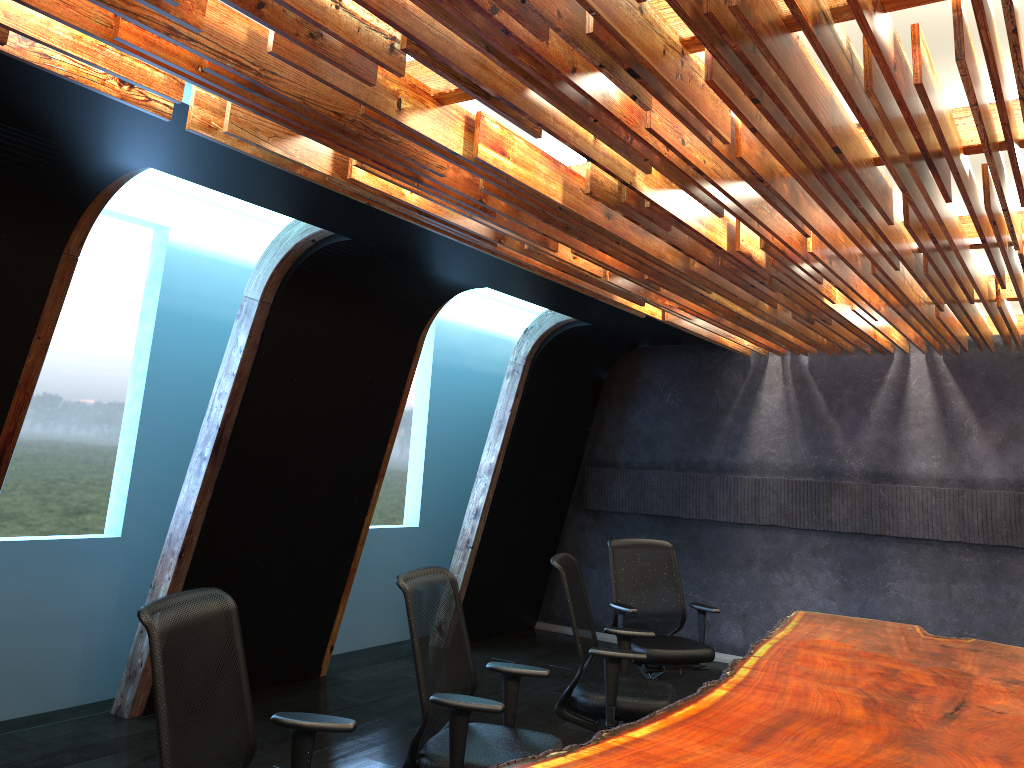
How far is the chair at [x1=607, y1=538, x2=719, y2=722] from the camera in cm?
609

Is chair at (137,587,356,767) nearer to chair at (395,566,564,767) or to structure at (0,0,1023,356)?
chair at (395,566,564,767)

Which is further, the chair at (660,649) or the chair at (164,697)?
the chair at (660,649)

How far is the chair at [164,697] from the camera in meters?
2.6 m

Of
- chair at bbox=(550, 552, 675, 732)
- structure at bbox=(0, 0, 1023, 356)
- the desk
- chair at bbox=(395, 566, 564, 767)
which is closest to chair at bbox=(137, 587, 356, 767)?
chair at bbox=(395, 566, 564, 767)

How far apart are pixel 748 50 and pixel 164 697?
2.6 meters

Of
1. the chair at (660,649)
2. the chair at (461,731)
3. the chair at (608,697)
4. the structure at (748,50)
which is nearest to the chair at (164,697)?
the chair at (461,731)

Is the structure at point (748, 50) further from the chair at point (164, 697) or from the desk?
the desk

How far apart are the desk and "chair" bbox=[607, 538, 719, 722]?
0.6 meters

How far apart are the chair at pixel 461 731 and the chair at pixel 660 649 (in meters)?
2.13
